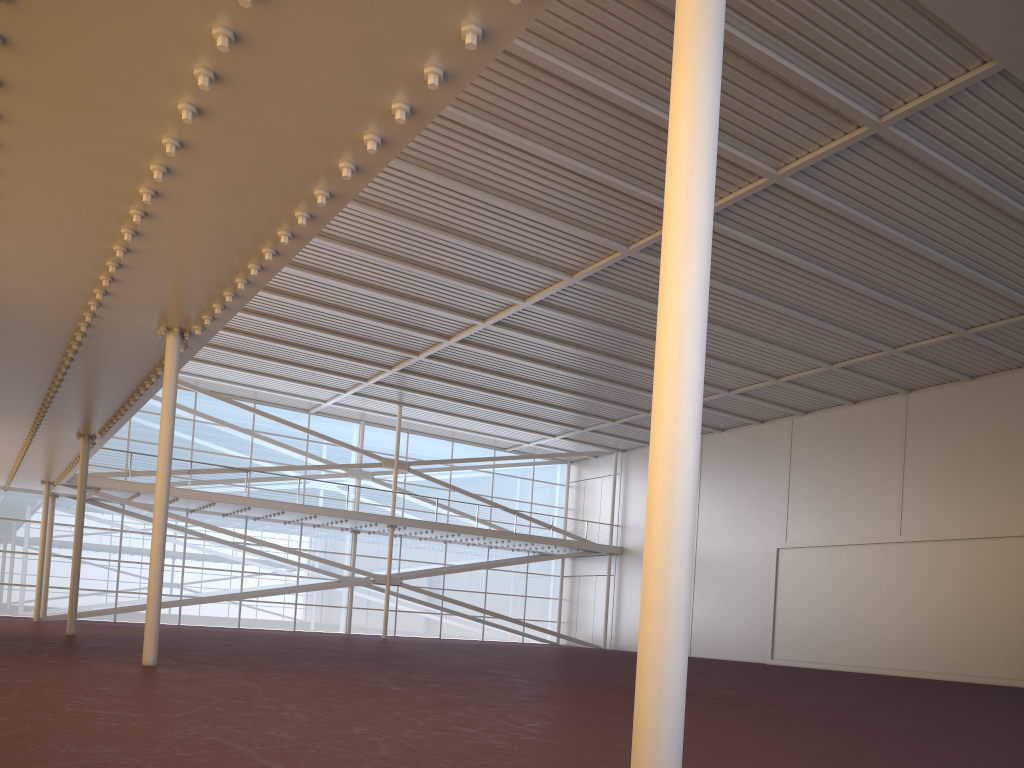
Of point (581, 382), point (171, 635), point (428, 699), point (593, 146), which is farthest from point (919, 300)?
point (171, 635)
